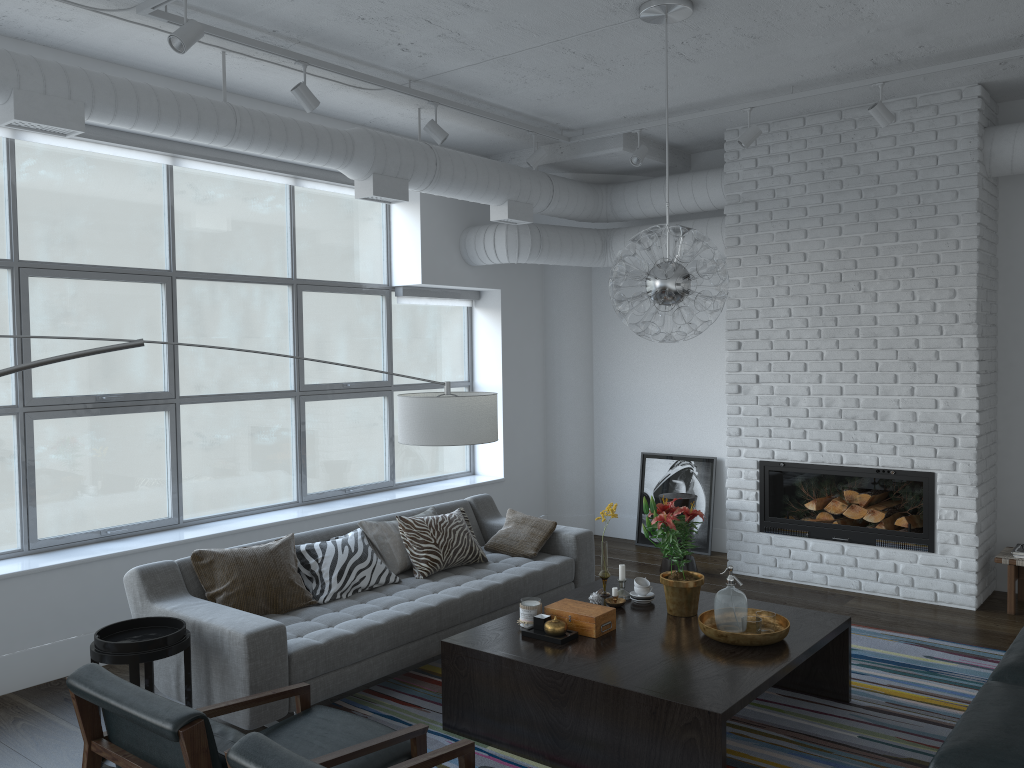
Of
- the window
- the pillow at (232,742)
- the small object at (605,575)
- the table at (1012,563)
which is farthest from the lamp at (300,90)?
the table at (1012,563)

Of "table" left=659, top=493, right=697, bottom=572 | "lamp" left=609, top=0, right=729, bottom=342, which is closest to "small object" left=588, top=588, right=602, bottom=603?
"lamp" left=609, top=0, right=729, bottom=342

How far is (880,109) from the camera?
5.0 meters

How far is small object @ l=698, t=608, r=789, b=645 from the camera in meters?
3.6

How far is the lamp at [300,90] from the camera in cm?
449

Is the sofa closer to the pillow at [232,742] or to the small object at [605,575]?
the small object at [605,575]

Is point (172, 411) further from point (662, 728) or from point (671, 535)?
point (662, 728)

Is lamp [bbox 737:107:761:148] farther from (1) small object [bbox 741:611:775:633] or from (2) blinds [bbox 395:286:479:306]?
(1) small object [bbox 741:611:775:633]

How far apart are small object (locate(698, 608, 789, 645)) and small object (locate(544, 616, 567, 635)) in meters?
0.6 m

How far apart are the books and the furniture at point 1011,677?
2.0 meters
